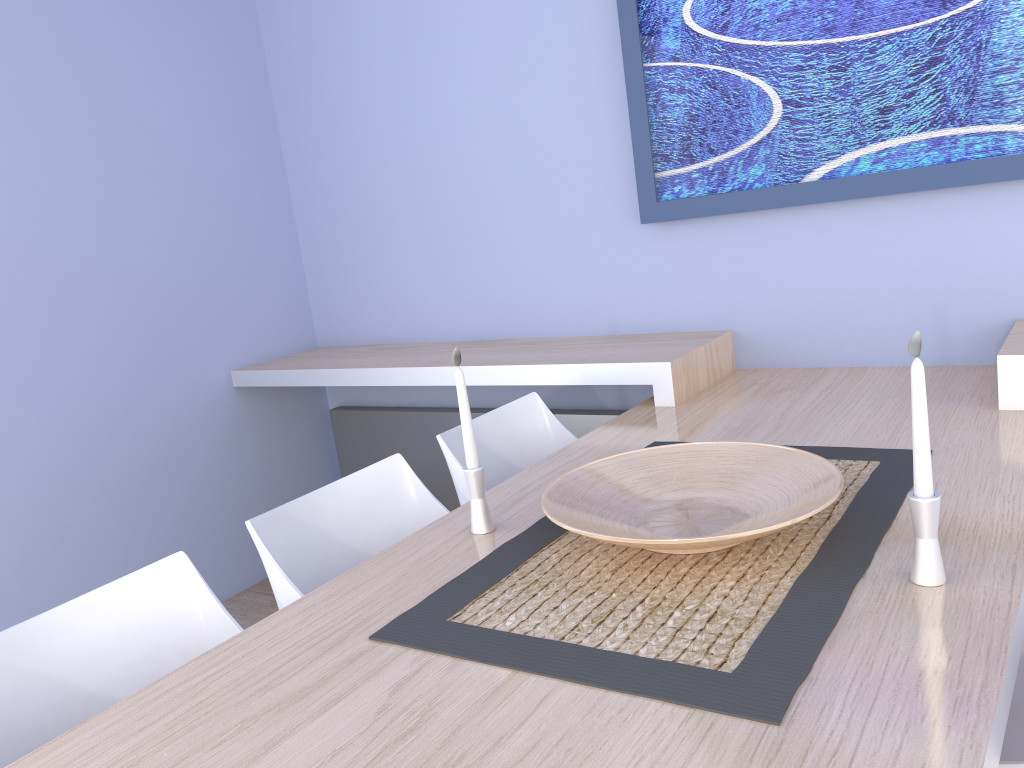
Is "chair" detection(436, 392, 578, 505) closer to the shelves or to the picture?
the shelves

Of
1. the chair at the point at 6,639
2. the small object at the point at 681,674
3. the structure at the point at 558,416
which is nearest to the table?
the small object at the point at 681,674

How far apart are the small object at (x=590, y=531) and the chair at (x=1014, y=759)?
0.4m

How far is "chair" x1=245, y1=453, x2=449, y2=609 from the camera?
1.71m

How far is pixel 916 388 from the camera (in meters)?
1.16

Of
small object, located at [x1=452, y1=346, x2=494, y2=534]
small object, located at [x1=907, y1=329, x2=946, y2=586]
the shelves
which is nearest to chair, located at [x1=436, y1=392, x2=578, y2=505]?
the shelves

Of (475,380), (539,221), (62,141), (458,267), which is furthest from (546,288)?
(62,141)

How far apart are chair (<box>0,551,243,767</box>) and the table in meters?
0.1 m

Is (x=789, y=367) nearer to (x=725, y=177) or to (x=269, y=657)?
(x=725, y=177)

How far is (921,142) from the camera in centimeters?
225cm
